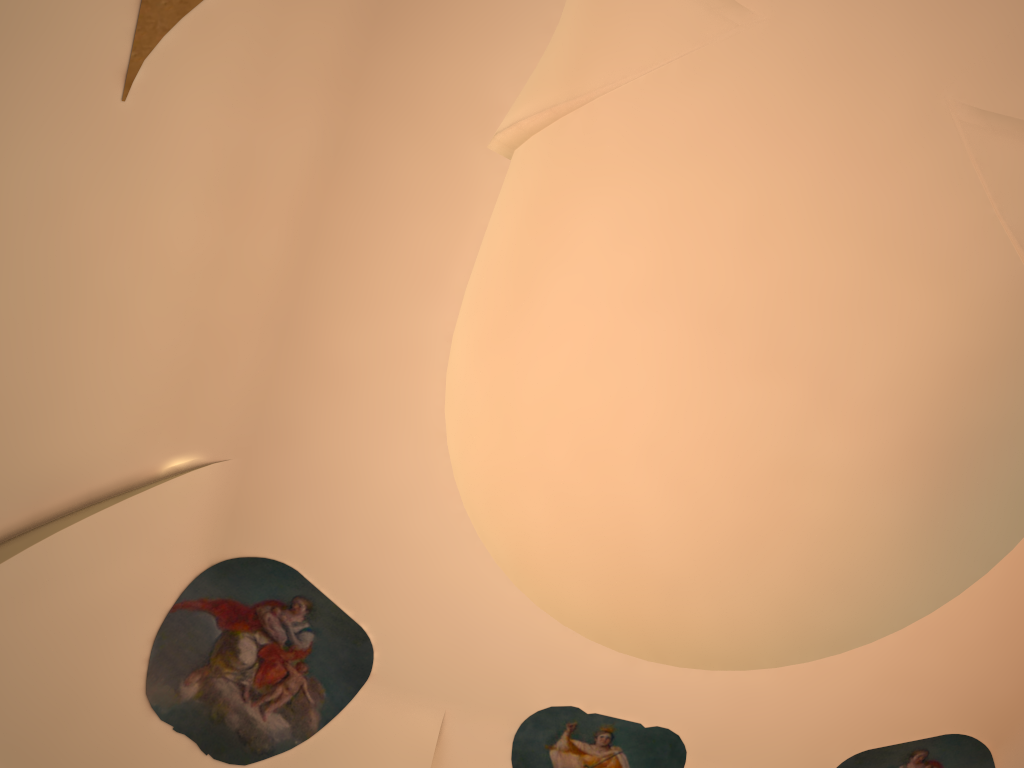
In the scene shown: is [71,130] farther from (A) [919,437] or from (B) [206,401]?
(A) [919,437]
